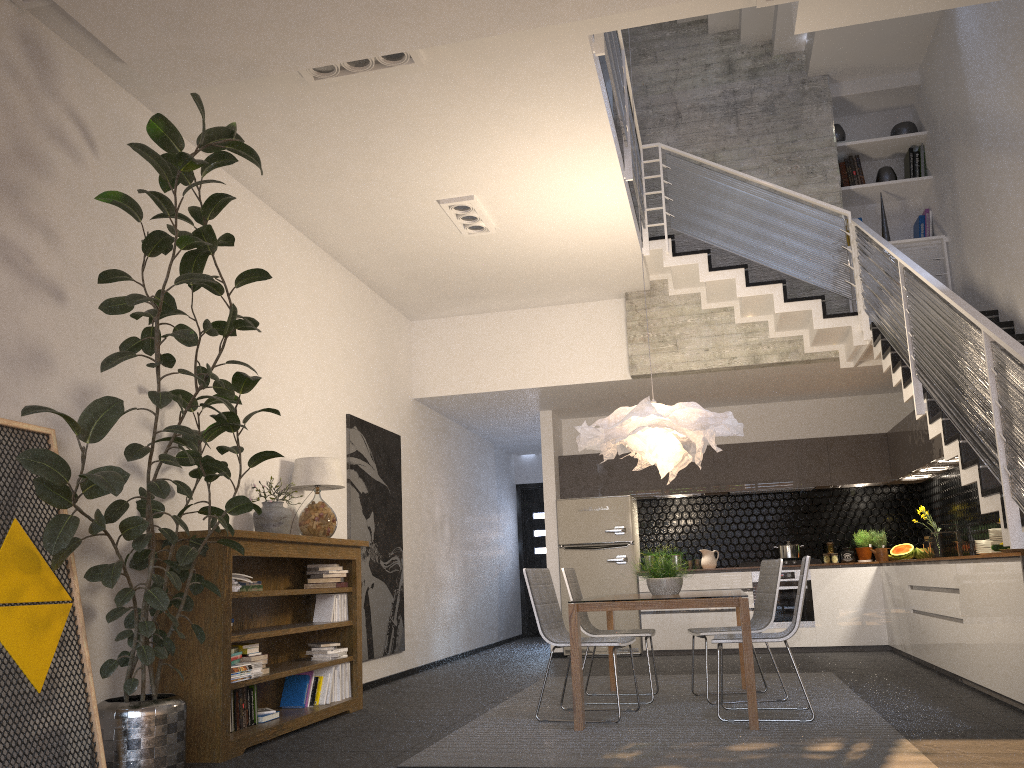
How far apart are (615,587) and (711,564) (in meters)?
1.16

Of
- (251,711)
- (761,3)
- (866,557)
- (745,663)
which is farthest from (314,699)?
(866,557)

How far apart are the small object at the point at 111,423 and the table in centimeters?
185cm

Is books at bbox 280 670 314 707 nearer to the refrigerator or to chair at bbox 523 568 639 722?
chair at bbox 523 568 639 722

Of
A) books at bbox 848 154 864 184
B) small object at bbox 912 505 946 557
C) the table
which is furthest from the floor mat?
books at bbox 848 154 864 184

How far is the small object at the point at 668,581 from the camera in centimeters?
563cm

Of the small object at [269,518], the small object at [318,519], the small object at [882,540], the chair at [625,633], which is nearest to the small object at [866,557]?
the small object at [882,540]

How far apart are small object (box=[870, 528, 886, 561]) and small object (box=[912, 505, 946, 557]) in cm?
57

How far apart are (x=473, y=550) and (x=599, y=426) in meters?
5.5 m

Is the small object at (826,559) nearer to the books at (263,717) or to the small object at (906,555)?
the small object at (906,555)
